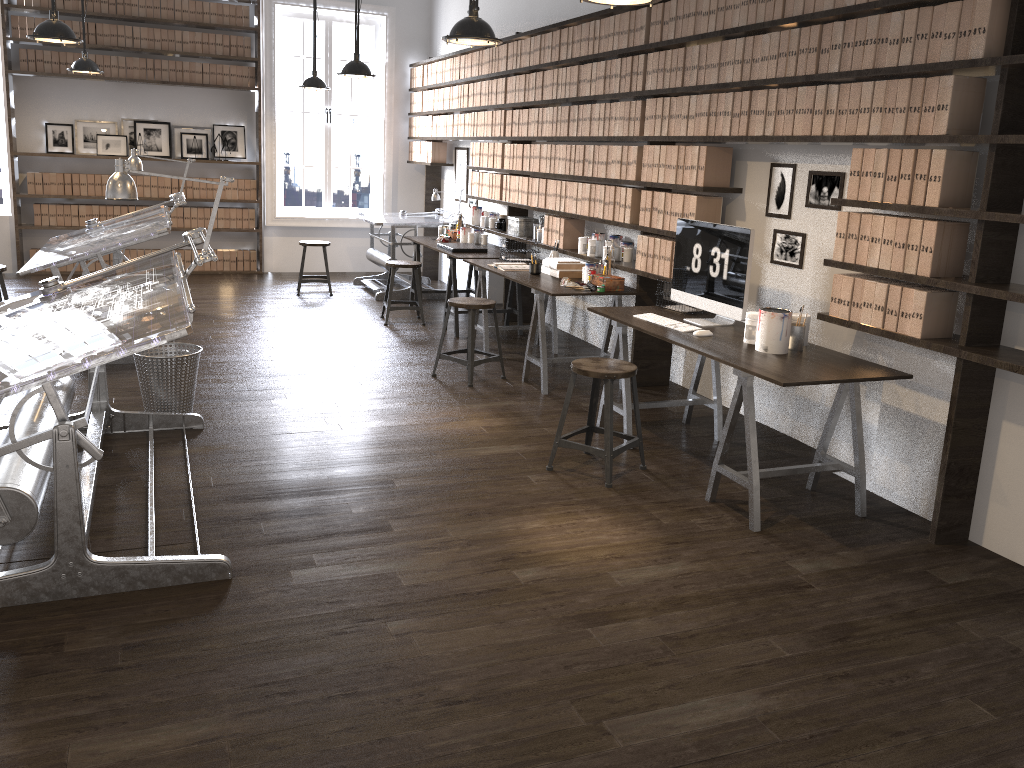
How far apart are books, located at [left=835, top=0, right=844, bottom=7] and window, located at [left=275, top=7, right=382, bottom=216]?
7.2 meters

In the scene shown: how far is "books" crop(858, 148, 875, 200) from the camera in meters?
3.7 m

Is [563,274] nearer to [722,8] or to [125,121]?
[722,8]

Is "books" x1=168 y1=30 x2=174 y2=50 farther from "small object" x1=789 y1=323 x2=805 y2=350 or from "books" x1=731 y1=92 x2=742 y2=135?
"small object" x1=789 y1=323 x2=805 y2=350

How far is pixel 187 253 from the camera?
9.83m

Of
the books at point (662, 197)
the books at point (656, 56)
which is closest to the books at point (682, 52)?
the books at point (656, 56)

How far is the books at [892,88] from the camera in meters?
3.6 m

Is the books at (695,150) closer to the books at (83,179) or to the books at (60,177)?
the books at (83,179)

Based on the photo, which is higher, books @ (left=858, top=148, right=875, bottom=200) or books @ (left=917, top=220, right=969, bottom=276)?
books @ (left=858, top=148, right=875, bottom=200)

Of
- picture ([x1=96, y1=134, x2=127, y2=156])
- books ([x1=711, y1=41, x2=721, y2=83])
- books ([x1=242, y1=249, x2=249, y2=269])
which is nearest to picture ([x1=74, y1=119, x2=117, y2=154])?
picture ([x1=96, y1=134, x2=127, y2=156])
